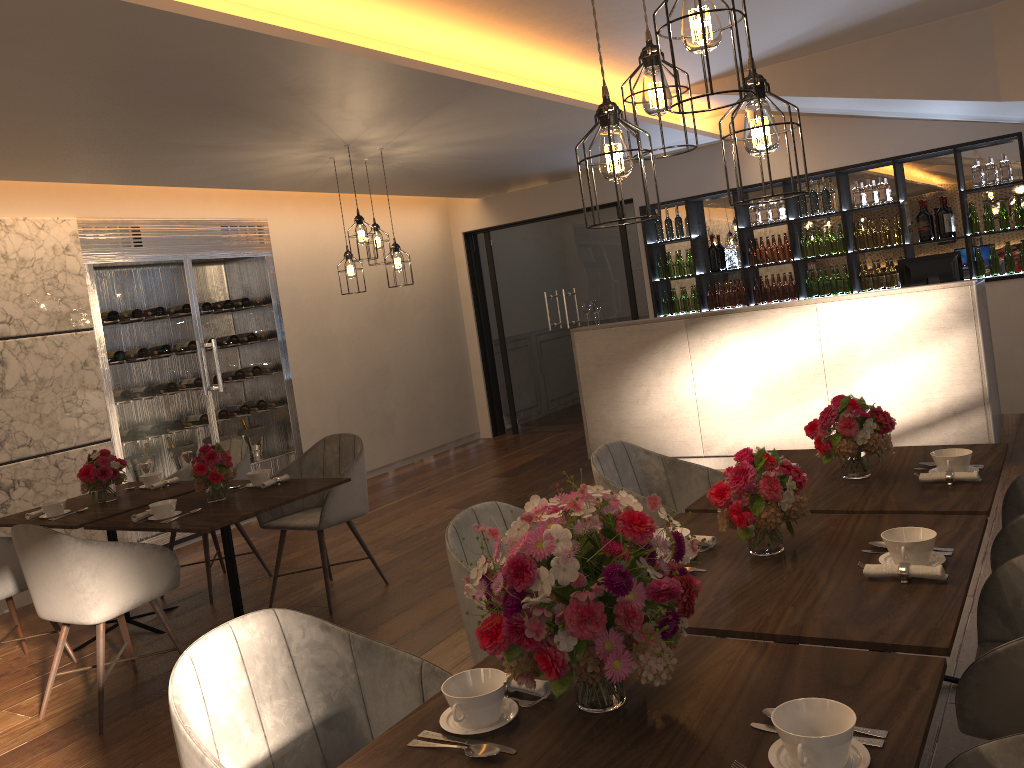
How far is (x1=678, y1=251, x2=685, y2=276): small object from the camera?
8.6m

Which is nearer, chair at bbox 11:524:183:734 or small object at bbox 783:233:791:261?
chair at bbox 11:524:183:734

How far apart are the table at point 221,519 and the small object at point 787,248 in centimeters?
520cm

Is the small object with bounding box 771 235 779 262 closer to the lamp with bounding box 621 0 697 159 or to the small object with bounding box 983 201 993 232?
the small object with bounding box 983 201 993 232

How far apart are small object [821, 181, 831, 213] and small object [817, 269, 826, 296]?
0.6 meters

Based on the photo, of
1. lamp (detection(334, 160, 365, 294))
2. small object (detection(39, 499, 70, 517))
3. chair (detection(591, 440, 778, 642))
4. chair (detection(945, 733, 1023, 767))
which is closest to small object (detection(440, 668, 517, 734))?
chair (detection(945, 733, 1023, 767))

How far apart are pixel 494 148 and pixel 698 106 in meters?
2.0

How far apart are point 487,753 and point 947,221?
7.08m

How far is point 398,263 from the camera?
6.04m

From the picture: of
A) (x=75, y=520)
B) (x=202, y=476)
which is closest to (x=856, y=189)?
(x=202, y=476)
